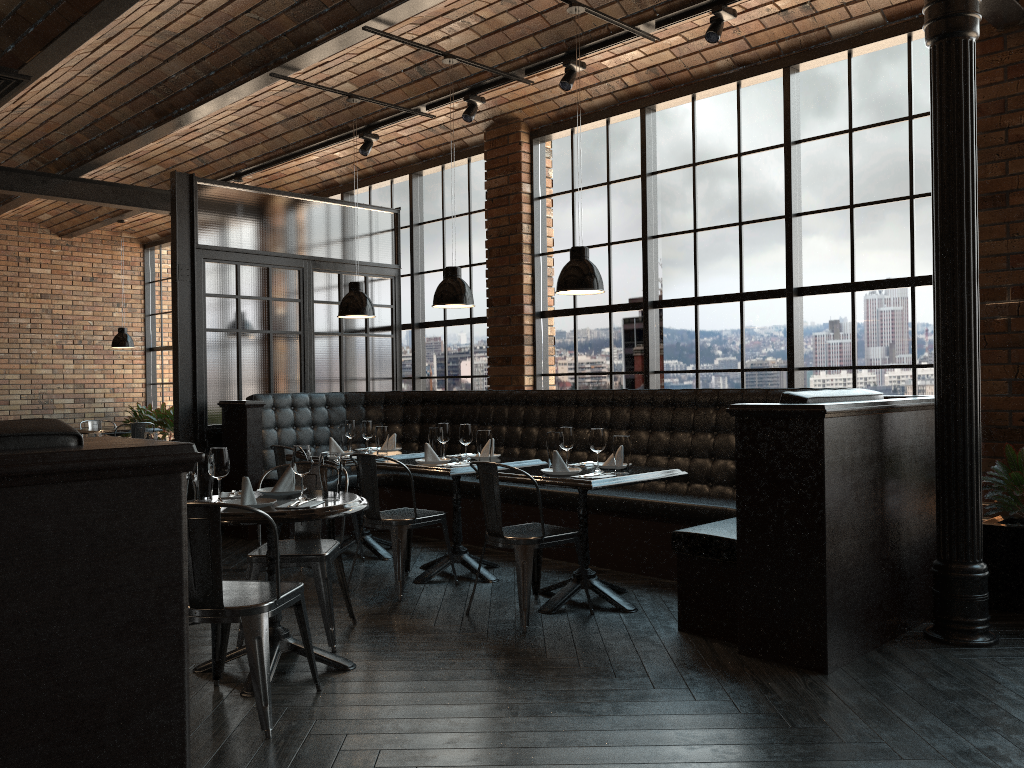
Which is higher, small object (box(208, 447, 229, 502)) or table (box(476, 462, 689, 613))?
small object (box(208, 447, 229, 502))

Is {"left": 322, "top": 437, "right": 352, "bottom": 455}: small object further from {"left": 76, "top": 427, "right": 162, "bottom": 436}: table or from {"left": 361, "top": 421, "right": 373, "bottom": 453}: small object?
{"left": 76, "top": 427, "right": 162, "bottom": 436}: table

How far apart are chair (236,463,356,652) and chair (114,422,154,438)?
7.0m

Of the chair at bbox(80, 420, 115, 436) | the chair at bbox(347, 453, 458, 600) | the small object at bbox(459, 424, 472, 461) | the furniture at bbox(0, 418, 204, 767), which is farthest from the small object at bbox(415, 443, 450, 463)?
the chair at bbox(80, 420, 115, 436)

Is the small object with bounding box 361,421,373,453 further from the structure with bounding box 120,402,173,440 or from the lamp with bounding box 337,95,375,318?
the structure with bounding box 120,402,173,440

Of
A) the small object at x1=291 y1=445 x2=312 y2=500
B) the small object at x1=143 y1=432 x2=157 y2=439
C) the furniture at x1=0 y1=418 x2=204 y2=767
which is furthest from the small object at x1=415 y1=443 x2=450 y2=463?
the furniture at x1=0 y1=418 x2=204 y2=767

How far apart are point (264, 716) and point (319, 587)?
1.06m

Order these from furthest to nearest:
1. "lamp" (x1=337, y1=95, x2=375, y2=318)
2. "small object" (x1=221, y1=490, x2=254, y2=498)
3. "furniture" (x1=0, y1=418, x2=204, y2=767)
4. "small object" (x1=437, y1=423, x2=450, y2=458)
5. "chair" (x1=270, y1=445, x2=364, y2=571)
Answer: "lamp" (x1=337, y1=95, x2=375, y2=318) → "chair" (x1=270, y1=445, x2=364, y2=571) → "small object" (x1=437, y1=423, x2=450, y2=458) → "small object" (x1=221, y1=490, x2=254, y2=498) → "furniture" (x1=0, y1=418, x2=204, y2=767)

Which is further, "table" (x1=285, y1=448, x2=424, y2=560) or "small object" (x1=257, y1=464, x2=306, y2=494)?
"table" (x1=285, y1=448, x2=424, y2=560)

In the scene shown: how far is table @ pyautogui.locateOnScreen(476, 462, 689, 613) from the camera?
4.6m
